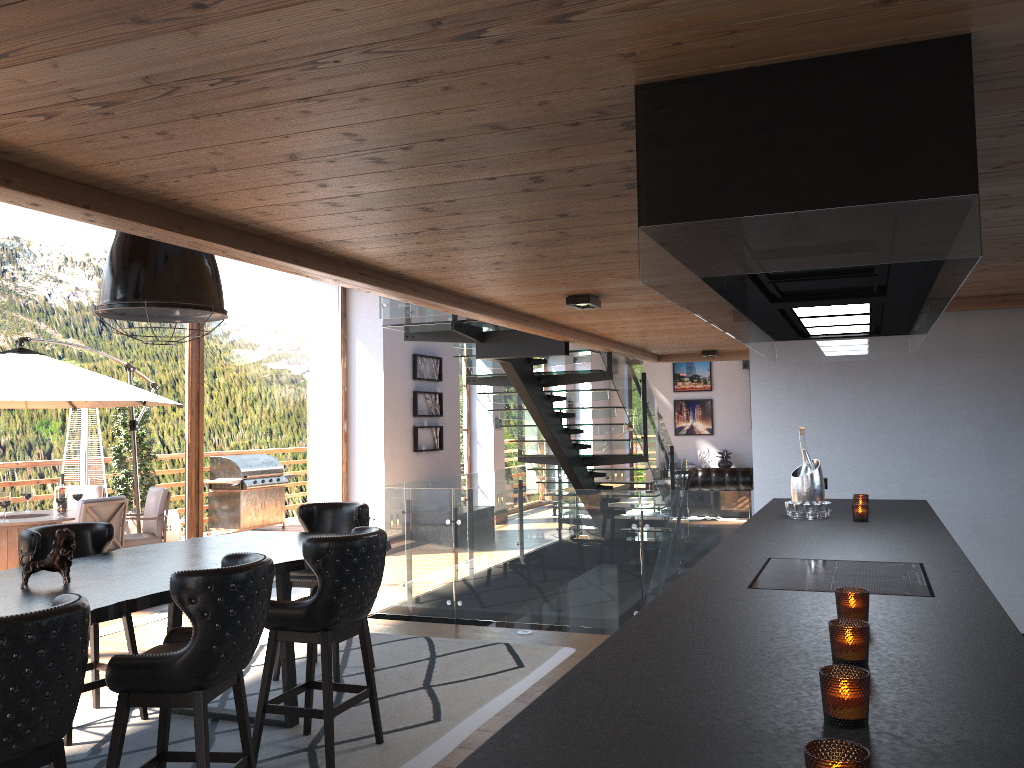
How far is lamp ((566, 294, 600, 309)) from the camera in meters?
5.4 m

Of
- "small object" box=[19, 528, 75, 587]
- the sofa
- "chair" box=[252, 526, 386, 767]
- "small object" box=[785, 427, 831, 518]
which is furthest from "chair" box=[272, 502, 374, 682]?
the sofa

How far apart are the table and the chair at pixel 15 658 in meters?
0.6 m

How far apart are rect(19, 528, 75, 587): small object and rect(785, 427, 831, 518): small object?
3.4 meters

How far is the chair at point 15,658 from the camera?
2.5 meters

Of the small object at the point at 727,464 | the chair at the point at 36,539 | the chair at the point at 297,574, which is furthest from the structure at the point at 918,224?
the small object at the point at 727,464

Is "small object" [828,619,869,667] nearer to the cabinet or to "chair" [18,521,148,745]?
the cabinet

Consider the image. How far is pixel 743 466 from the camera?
19.66m

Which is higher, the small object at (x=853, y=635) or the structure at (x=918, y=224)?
the structure at (x=918, y=224)

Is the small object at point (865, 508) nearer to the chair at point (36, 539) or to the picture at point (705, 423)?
the chair at point (36, 539)
